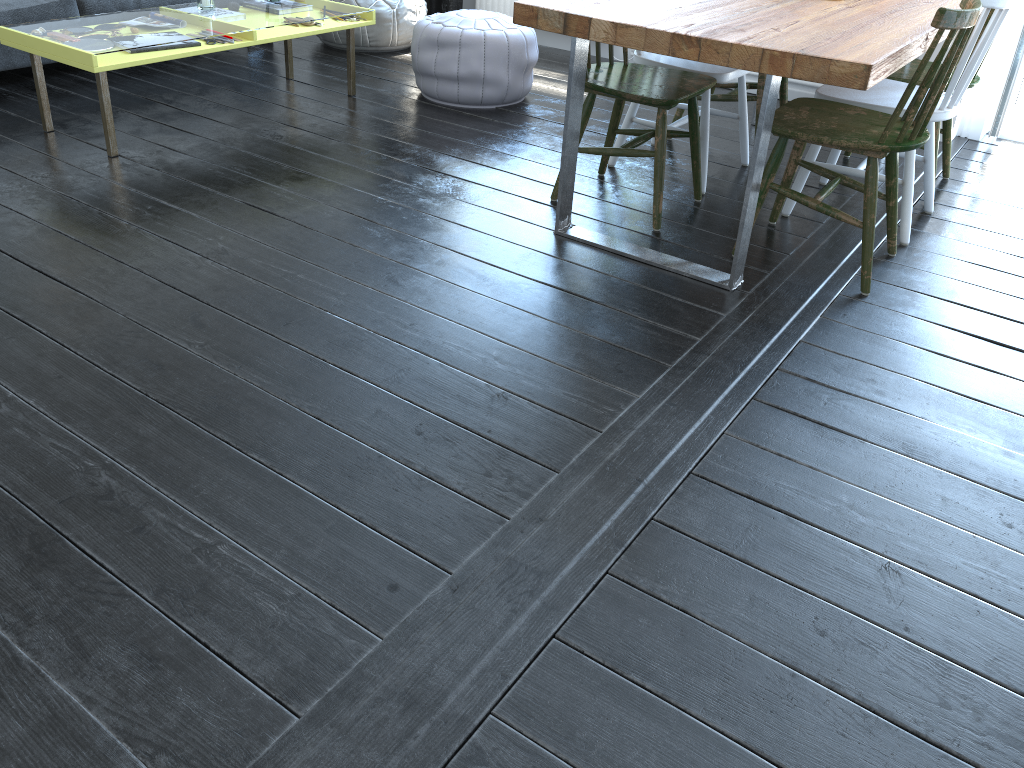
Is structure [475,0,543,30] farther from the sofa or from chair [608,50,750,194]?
chair [608,50,750,194]

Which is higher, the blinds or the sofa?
the sofa

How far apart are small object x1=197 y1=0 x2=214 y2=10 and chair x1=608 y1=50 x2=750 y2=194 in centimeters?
180cm

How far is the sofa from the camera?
3.8 meters

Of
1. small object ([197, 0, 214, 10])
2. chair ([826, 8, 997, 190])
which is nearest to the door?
chair ([826, 8, 997, 190])

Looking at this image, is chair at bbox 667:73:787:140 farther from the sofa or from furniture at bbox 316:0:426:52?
the sofa

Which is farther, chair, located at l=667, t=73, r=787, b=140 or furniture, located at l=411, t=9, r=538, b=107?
furniture, located at l=411, t=9, r=538, b=107

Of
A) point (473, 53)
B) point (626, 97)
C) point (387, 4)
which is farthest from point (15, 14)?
point (626, 97)

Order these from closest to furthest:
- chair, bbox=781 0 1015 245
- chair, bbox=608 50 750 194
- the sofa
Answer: chair, bbox=781 0 1015 245 < chair, bbox=608 50 750 194 < the sofa

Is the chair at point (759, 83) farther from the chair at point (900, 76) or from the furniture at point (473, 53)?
the furniture at point (473, 53)
